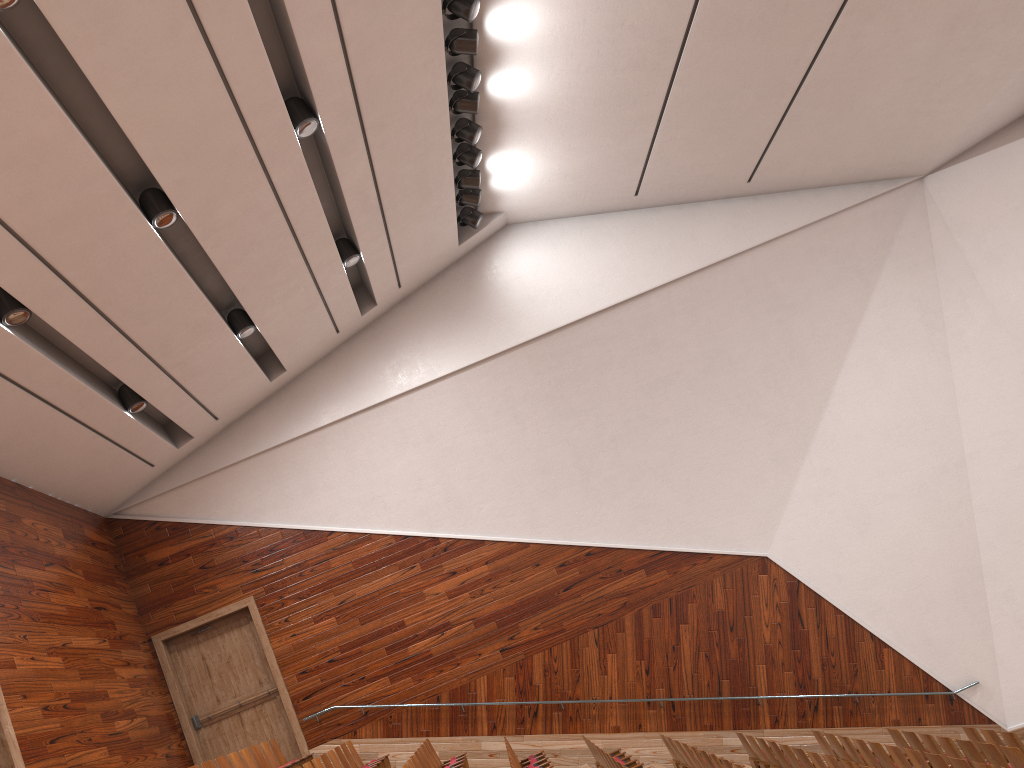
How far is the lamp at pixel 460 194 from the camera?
1.13m

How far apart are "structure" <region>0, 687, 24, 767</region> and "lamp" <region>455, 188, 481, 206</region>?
0.8m

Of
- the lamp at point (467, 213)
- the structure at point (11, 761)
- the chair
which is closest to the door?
the chair

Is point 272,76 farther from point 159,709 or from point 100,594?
point 159,709

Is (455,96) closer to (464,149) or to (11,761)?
(464,149)

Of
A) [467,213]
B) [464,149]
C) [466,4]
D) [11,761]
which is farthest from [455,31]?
[11,761]

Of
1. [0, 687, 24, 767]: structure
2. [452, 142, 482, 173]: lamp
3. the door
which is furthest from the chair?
[452, 142, 482, 173]: lamp

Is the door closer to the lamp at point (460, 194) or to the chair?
the chair

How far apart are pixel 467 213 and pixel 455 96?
0.2m

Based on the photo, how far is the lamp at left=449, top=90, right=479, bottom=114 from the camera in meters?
1.0
